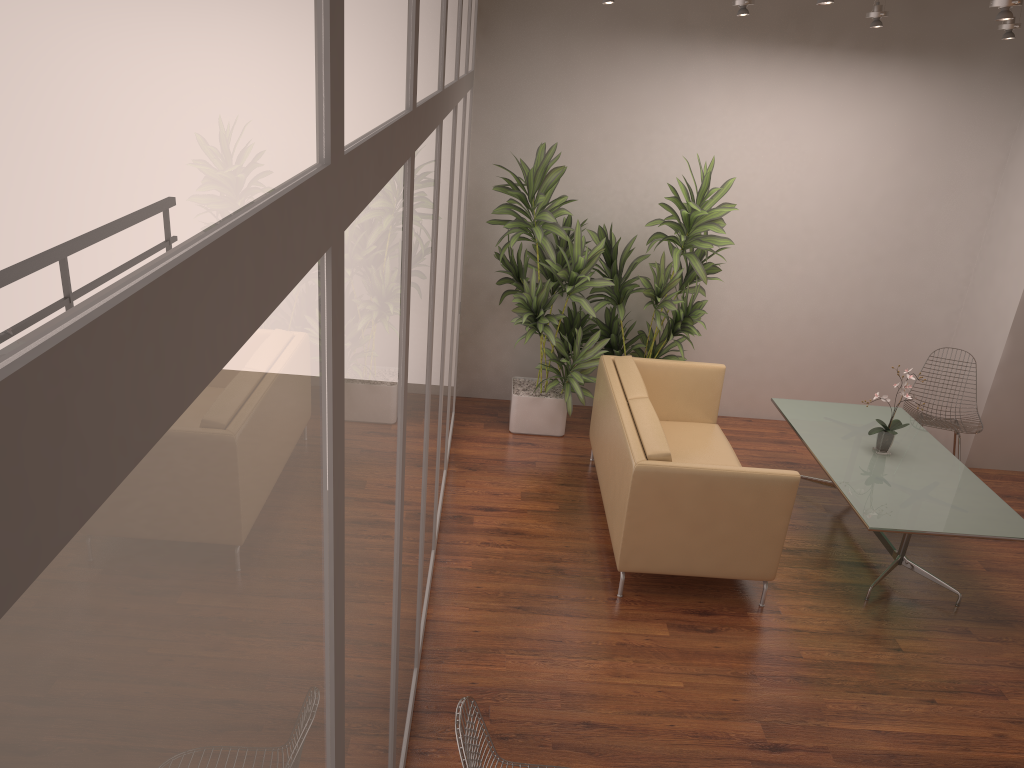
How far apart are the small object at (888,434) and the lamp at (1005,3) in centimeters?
233cm

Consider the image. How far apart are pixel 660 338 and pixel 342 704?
5.70m

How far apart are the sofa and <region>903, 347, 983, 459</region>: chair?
1.6m

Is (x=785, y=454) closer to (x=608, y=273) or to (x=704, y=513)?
(x=608, y=273)

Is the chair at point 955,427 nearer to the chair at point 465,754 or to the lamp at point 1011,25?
the lamp at point 1011,25

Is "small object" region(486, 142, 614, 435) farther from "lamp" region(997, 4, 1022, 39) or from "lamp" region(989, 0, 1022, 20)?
"lamp" region(997, 4, 1022, 39)

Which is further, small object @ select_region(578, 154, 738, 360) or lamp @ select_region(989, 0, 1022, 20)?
small object @ select_region(578, 154, 738, 360)

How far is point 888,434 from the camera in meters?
5.4

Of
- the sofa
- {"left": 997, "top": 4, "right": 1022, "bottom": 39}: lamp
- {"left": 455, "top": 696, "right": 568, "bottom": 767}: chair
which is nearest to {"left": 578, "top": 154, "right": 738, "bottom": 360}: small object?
the sofa

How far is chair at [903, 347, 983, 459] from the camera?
6.3m
